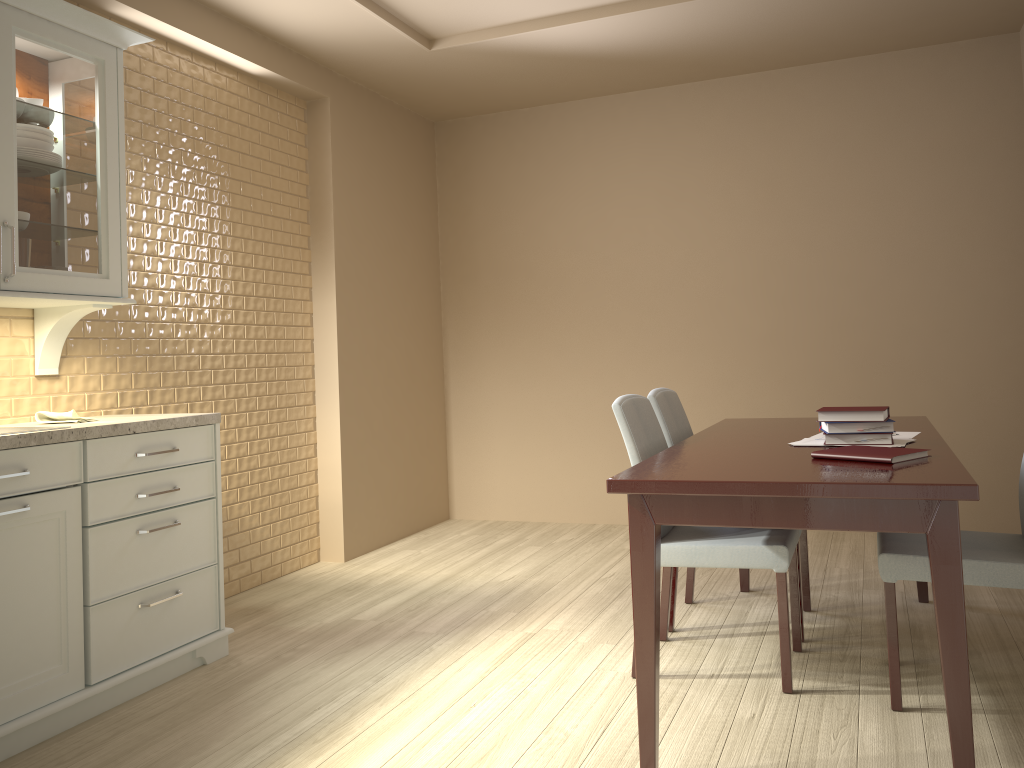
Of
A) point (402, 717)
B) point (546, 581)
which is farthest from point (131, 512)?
point (546, 581)

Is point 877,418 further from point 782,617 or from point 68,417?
point 68,417

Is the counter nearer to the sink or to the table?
the sink

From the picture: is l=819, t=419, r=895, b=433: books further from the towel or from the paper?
the towel

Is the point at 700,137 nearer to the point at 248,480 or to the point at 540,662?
the point at 248,480

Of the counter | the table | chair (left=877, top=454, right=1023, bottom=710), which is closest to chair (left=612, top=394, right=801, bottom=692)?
the table

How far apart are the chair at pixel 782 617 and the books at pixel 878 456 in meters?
0.4

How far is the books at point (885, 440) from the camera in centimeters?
244cm

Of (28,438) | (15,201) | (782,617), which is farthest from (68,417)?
(782,617)

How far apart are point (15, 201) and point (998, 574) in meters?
2.9
